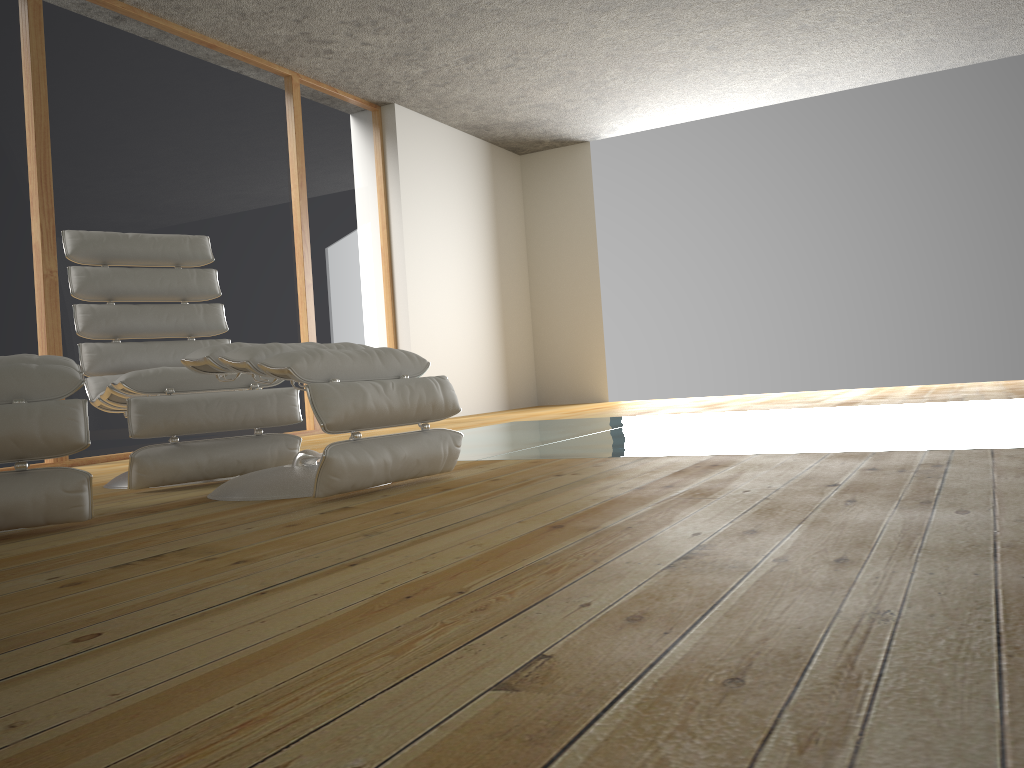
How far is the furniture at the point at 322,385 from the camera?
2.2m

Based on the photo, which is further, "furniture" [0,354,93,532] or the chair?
the chair

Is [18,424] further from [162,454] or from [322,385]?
[162,454]

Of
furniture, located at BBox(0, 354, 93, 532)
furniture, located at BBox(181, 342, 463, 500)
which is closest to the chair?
furniture, located at BBox(181, 342, 463, 500)

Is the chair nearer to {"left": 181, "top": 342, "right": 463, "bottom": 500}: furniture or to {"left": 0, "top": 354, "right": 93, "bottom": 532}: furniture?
{"left": 181, "top": 342, "right": 463, "bottom": 500}: furniture

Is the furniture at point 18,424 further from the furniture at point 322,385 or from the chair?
the chair

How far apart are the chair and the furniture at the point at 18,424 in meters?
0.4 m

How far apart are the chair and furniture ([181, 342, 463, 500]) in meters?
0.3 m

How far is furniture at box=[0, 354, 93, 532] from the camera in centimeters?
198cm

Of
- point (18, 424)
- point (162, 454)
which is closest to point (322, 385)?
point (18, 424)
